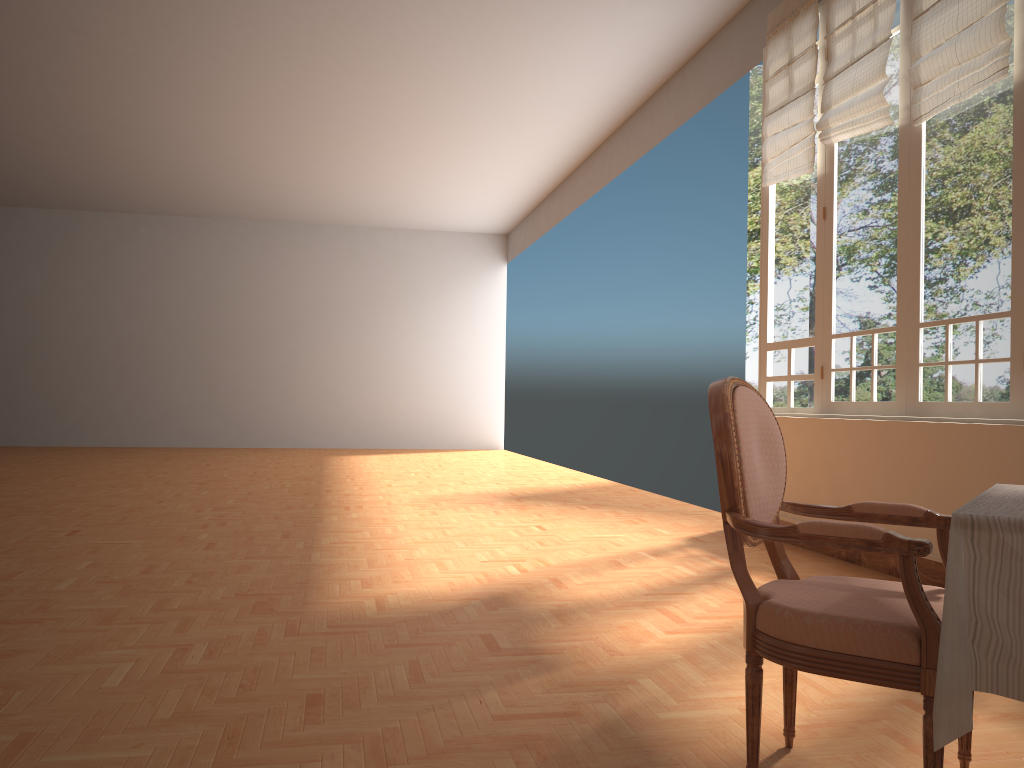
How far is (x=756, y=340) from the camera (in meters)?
12.37

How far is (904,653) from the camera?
1.7m

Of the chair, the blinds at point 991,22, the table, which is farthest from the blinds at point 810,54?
the table

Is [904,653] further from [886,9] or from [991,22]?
[886,9]

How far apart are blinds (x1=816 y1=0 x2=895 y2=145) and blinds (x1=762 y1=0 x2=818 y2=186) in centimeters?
16cm

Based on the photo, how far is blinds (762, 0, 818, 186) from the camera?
5.7 meters

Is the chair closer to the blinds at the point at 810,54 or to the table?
the table

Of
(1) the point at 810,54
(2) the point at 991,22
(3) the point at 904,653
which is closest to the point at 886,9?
(1) the point at 810,54

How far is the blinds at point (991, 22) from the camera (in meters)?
4.08

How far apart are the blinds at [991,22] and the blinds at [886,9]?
0.2 meters
